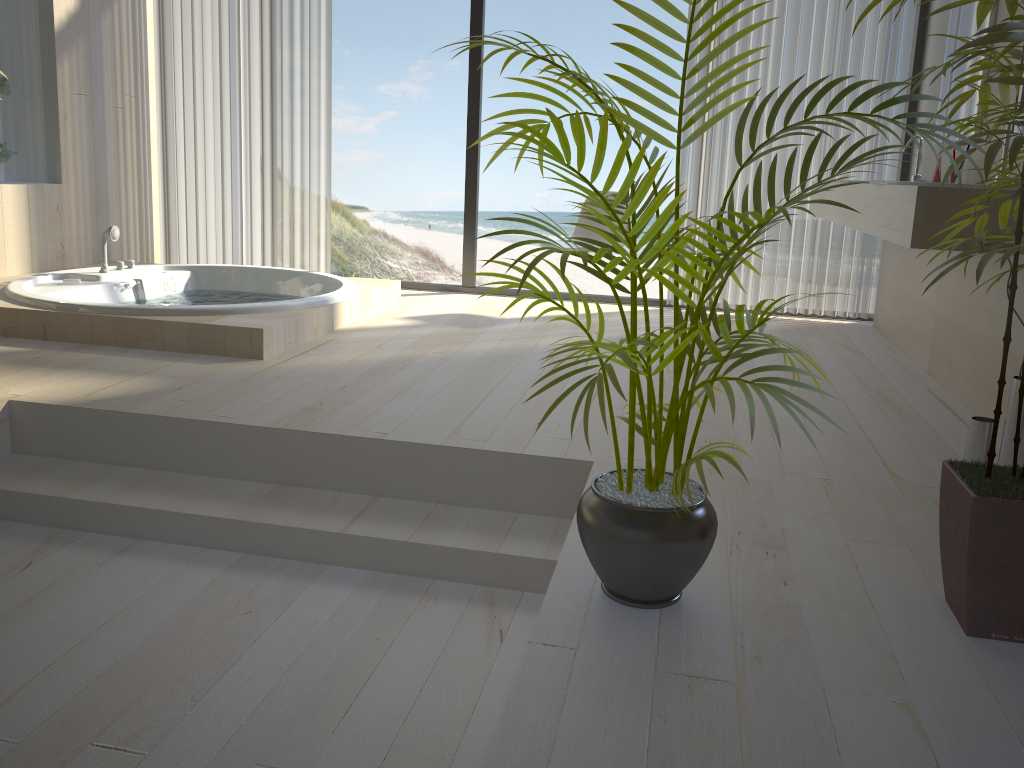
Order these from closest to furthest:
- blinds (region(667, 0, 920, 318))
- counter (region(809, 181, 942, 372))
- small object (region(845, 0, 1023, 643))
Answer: small object (region(845, 0, 1023, 643))
counter (region(809, 181, 942, 372))
blinds (region(667, 0, 920, 318))

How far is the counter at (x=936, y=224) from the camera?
2.5m

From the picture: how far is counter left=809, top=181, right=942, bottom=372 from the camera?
3.8m

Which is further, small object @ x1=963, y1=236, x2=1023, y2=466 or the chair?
the chair

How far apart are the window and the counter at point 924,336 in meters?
0.4

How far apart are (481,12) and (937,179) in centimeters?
272cm

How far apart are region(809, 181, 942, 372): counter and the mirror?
0.60m

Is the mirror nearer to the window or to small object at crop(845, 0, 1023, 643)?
the window

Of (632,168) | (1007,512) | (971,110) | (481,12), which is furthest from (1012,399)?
(481,12)

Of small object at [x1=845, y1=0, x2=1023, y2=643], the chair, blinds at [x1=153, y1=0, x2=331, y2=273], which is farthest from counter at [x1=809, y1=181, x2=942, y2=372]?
blinds at [x1=153, y1=0, x2=331, y2=273]
